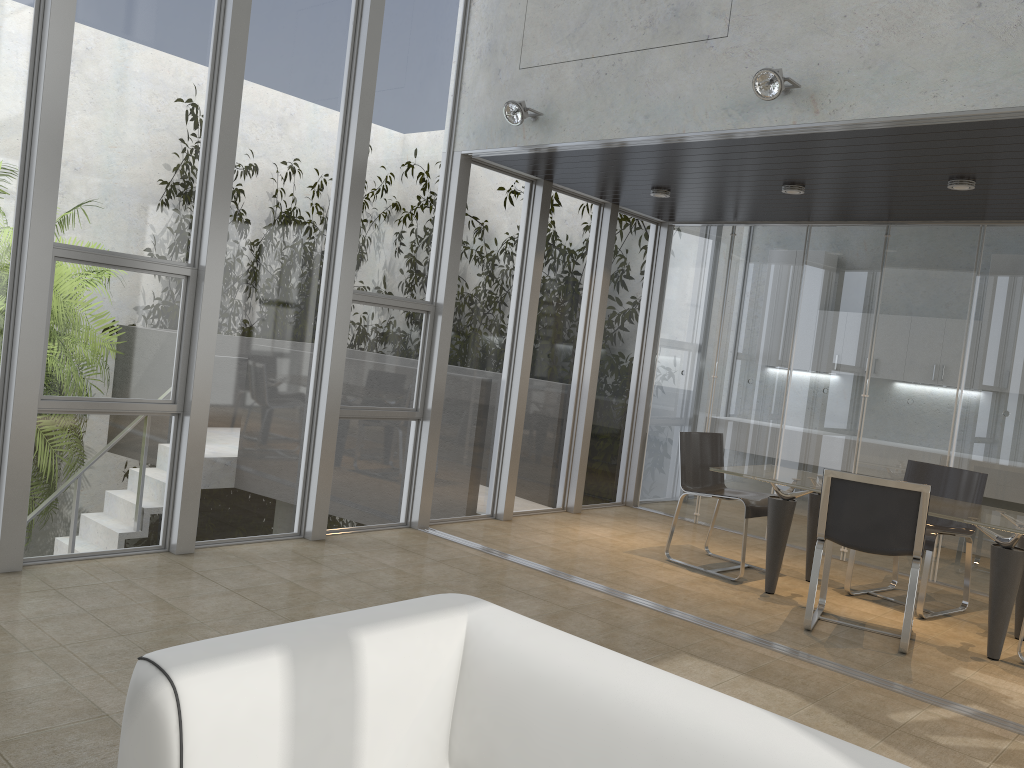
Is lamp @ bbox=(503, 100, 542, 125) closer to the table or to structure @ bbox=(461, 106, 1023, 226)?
structure @ bbox=(461, 106, 1023, 226)

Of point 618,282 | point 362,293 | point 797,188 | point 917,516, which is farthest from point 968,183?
point 362,293

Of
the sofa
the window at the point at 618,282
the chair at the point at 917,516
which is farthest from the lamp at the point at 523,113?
the sofa

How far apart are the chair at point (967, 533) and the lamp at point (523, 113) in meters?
3.6

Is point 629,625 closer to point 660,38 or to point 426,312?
point 426,312

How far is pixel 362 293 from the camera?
5.86m

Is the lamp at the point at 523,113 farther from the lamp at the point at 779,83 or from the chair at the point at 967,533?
the chair at the point at 967,533

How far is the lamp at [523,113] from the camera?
5.58m

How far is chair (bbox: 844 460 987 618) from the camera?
5.8 meters

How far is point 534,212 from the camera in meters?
7.0
